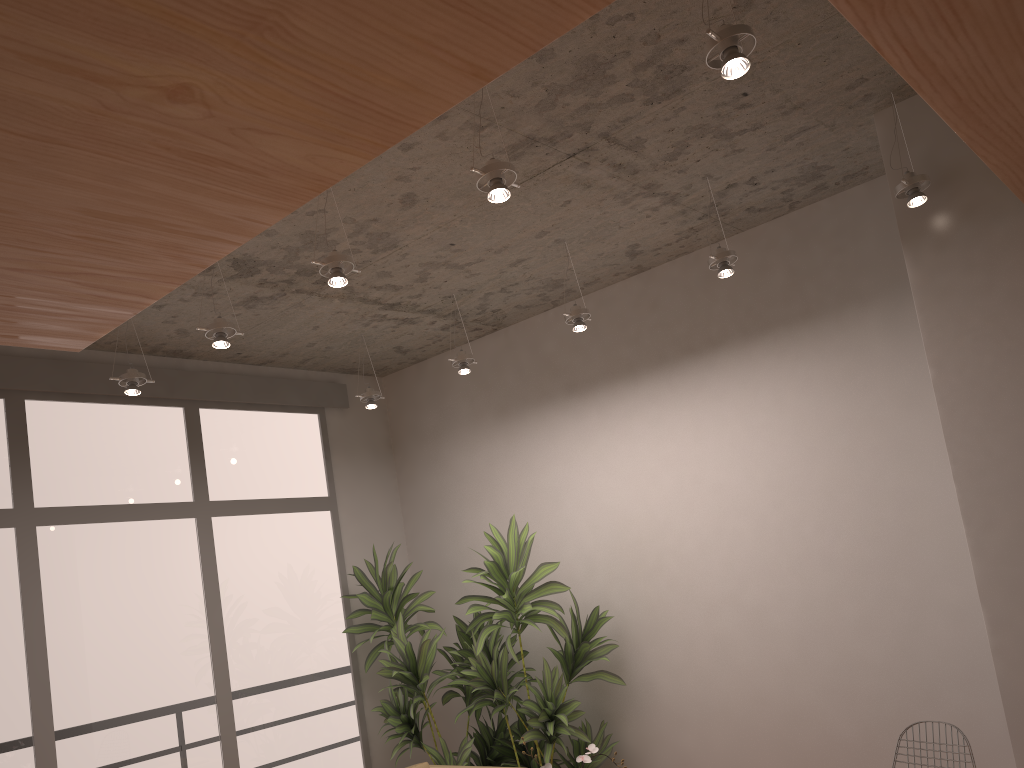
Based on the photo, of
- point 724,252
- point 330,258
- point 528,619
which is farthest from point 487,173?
point 528,619

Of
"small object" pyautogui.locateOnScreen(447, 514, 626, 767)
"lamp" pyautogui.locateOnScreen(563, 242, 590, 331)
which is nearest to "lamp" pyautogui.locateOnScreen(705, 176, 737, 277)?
"lamp" pyautogui.locateOnScreen(563, 242, 590, 331)

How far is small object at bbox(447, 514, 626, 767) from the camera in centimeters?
477cm

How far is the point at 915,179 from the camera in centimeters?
344cm

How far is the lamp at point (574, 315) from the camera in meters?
4.5

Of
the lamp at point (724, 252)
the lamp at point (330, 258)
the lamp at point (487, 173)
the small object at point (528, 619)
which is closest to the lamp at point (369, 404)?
the small object at point (528, 619)

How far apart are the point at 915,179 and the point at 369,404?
3.3m

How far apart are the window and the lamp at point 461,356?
1.6m

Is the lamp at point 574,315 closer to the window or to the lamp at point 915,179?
the lamp at point 915,179

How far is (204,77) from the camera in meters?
1.5
